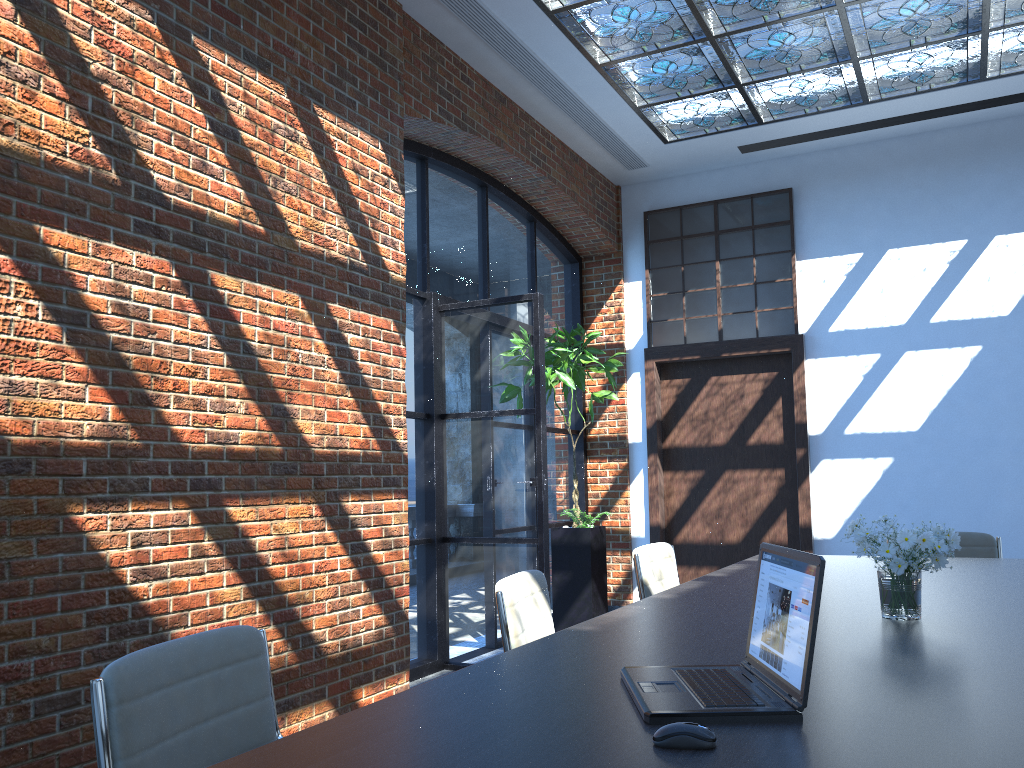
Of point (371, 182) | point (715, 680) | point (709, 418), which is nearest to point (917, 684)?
point (715, 680)

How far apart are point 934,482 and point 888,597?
5.0m

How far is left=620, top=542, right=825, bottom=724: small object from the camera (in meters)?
1.51

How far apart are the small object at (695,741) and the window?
6.56m

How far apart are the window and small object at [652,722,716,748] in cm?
656

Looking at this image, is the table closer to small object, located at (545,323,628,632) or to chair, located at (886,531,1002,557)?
chair, located at (886,531,1002,557)

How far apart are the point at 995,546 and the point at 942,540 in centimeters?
255cm

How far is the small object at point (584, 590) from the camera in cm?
658

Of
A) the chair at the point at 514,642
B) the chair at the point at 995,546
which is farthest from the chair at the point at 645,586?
the chair at the point at 995,546

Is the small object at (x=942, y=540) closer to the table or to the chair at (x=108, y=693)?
the table
